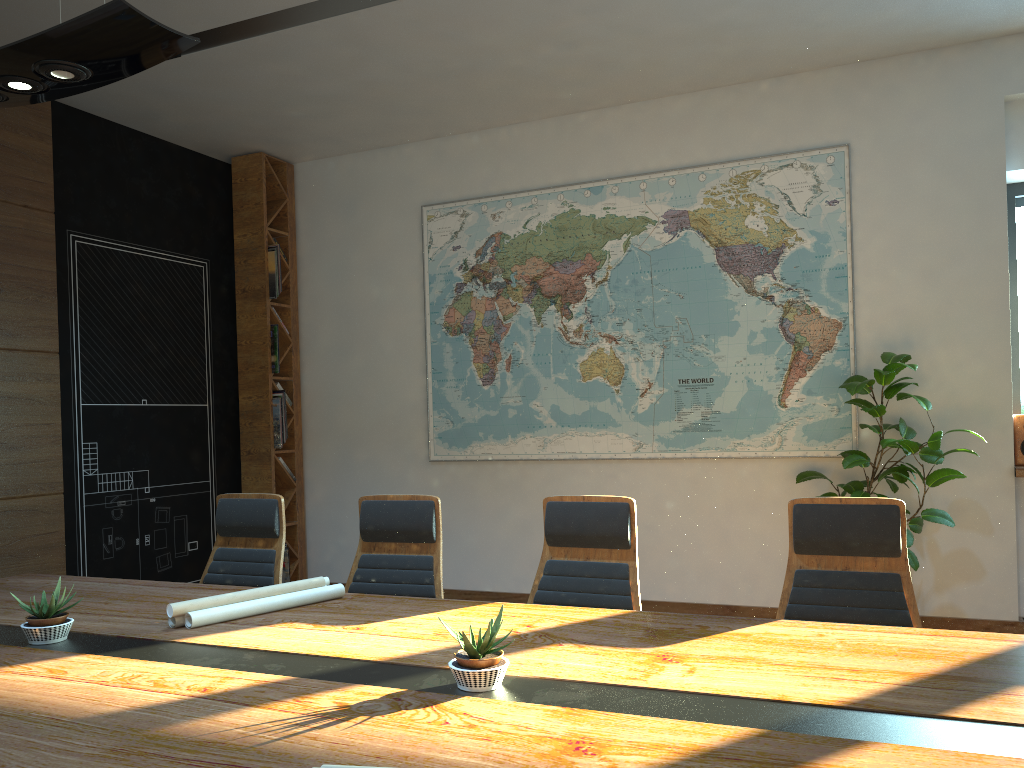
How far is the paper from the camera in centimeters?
283cm

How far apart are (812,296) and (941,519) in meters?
1.7 m

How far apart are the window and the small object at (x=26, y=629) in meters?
5.7

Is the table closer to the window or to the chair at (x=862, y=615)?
the chair at (x=862, y=615)

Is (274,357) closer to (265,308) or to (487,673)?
(265,308)

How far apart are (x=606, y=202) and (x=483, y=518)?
2.6m

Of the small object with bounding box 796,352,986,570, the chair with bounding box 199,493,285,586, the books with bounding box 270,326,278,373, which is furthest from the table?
the books with bounding box 270,326,278,373

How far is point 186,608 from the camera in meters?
2.8 m

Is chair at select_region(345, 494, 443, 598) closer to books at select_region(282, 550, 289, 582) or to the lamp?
the lamp

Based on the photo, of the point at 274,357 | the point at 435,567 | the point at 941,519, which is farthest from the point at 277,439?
the point at 941,519
